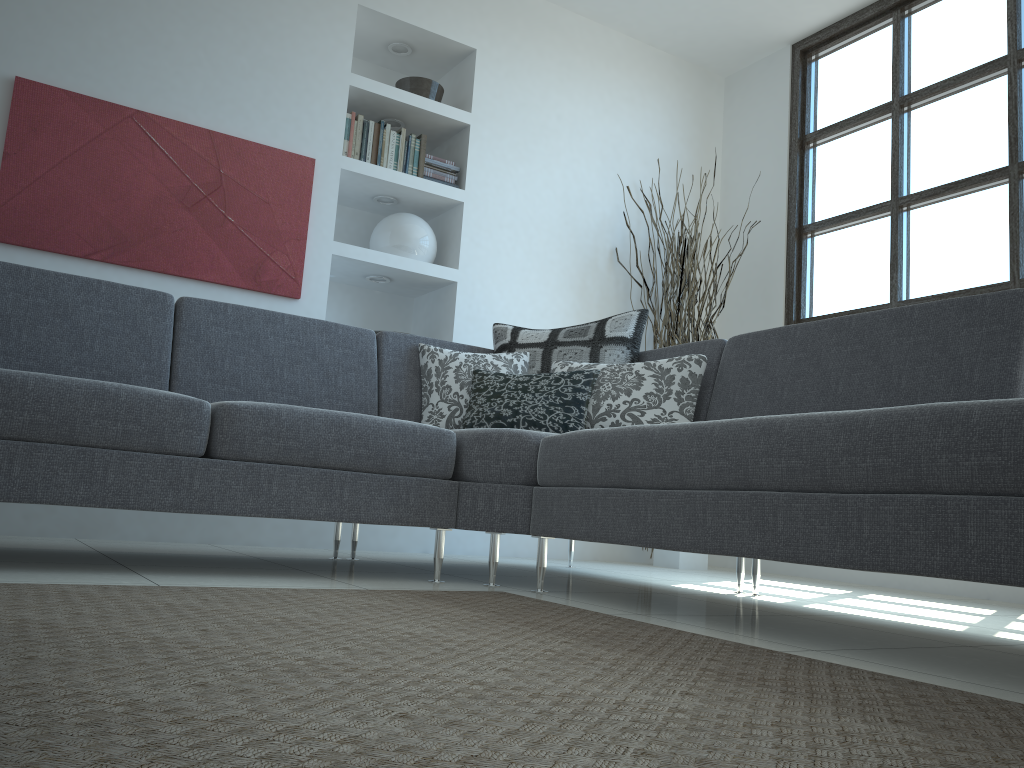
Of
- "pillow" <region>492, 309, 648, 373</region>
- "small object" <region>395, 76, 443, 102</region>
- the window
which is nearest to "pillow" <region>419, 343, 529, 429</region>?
"pillow" <region>492, 309, 648, 373</region>

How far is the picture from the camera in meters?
3.4

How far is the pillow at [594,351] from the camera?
3.34m

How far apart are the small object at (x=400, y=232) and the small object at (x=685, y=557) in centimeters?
123cm

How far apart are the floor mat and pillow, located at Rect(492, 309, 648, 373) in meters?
1.2 m

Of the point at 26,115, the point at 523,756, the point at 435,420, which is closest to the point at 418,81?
the point at 26,115

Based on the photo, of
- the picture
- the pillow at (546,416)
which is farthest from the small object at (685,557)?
the picture

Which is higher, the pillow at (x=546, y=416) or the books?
the books

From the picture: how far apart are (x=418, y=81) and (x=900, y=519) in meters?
3.6

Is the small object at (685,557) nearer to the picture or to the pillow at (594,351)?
the pillow at (594,351)
